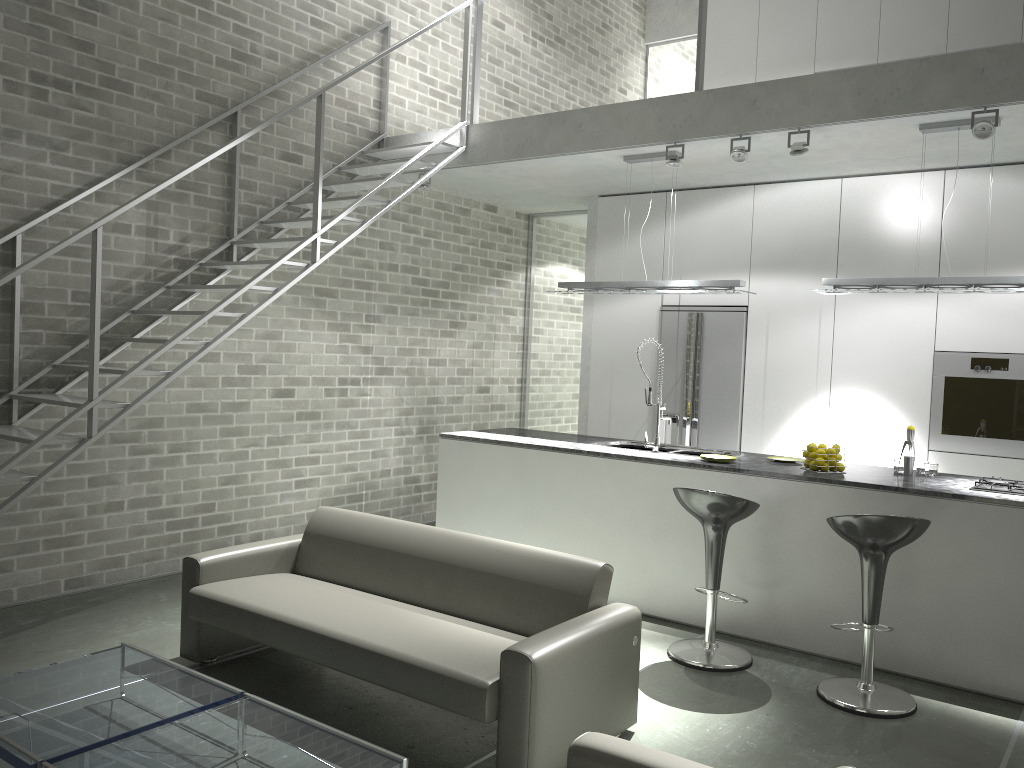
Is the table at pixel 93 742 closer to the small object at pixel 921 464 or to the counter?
the counter

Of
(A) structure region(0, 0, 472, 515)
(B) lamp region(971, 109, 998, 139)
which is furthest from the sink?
(B) lamp region(971, 109, 998, 139)

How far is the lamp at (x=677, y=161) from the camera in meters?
5.7

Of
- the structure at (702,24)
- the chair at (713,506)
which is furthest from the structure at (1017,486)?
the structure at (702,24)

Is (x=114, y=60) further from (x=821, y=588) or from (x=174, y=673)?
(x=821, y=588)

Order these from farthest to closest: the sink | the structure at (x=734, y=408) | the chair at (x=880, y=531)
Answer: the structure at (x=734, y=408)
the sink
the chair at (x=880, y=531)

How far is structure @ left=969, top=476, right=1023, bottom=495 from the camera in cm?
452

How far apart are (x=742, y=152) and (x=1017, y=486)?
2.5 meters

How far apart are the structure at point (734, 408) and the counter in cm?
120

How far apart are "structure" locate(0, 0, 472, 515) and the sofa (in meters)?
0.82
